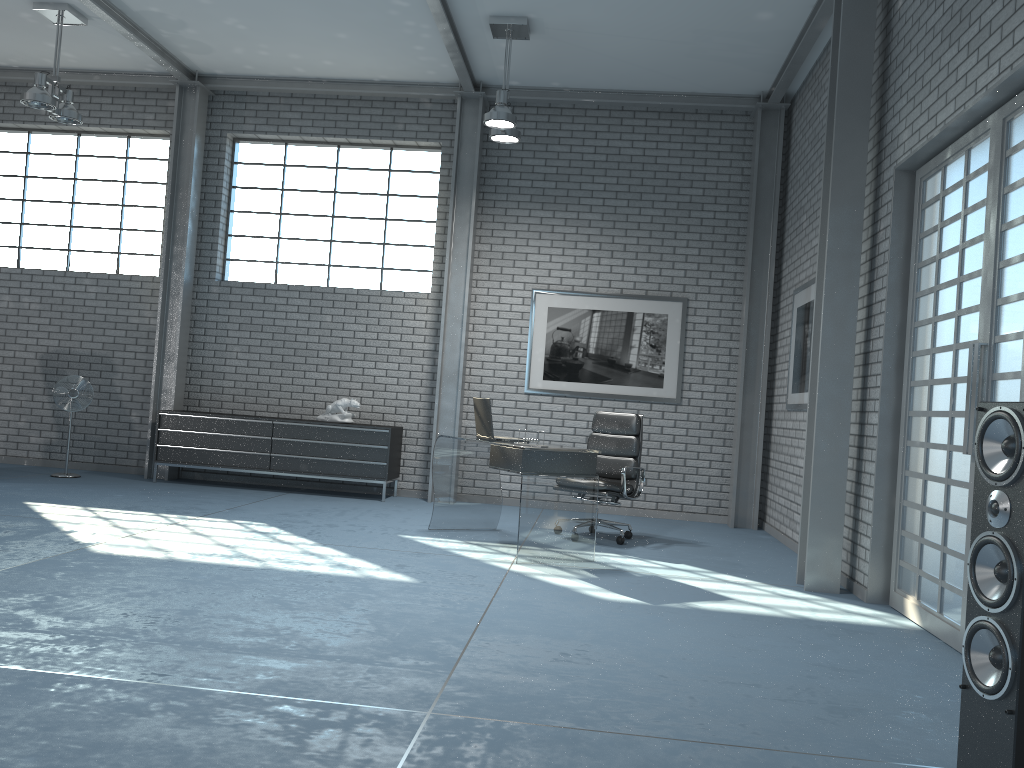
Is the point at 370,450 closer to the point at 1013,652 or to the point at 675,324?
the point at 675,324

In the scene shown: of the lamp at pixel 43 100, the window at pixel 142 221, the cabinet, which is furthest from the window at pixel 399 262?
the lamp at pixel 43 100

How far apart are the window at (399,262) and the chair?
2.68m

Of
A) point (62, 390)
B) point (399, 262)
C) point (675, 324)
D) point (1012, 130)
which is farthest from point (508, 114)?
point (62, 390)

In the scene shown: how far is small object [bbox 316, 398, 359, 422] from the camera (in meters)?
8.34

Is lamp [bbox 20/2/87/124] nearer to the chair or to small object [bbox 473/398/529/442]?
small object [bbox 473/398/529/442]

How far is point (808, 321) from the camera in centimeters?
689cm

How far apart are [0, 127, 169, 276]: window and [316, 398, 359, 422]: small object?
2.49m

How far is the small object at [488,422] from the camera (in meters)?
6.09

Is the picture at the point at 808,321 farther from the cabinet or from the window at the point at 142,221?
the window at the point at 142,221
